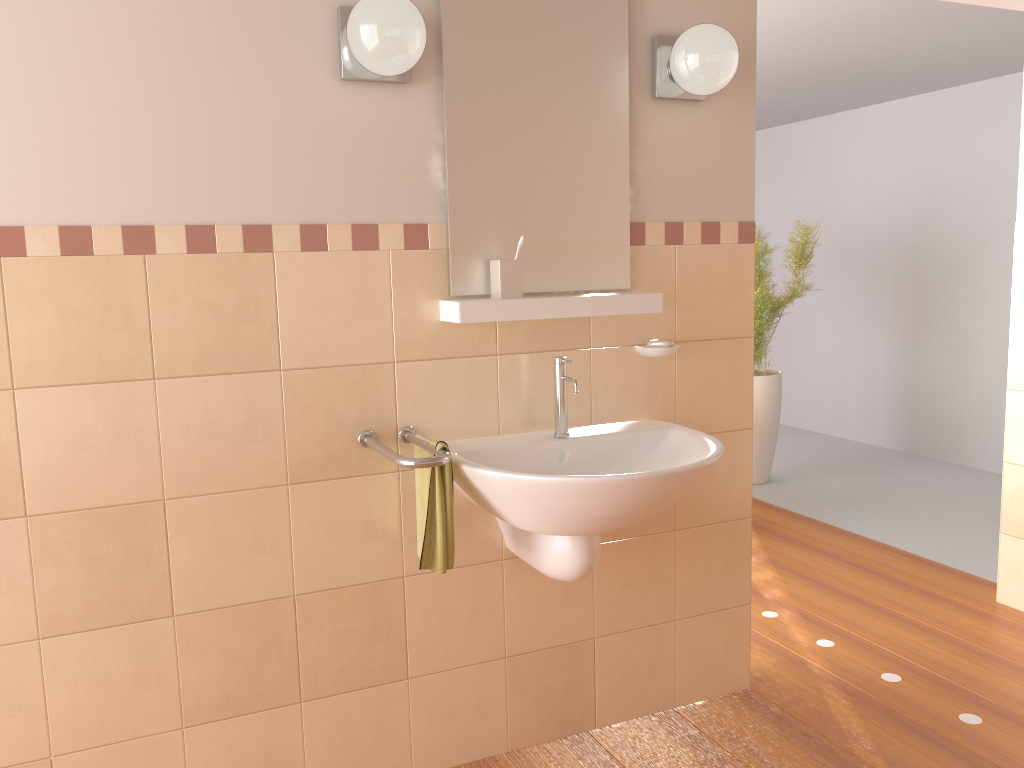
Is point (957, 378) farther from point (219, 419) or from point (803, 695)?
point (219, 419)

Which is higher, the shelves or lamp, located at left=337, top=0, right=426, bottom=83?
lamp, located at left=337, top=0, right=426, bottom=83

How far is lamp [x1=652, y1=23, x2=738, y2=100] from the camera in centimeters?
216cm

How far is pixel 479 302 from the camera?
2.05m

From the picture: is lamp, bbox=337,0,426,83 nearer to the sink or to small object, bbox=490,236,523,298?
small object, bbox=490,236,523,298

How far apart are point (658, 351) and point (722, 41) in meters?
0.8

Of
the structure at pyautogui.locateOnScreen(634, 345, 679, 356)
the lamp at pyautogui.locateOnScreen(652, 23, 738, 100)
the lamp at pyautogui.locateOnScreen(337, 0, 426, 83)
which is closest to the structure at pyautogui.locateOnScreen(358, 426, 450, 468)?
the structure at pyautogui.locateOnScreen(634, 345, 679, 356)

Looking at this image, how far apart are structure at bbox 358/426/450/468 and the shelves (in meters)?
0.28

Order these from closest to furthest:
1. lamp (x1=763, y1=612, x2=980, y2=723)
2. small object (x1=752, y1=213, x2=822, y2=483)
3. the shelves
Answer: the shelves < lamp (x1=763, y1=612, x2=980, y2=723) < small object (x1=752, y1=213, x2=822, y2=483)

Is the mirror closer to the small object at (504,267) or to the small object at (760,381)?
the small object at (504,267)
